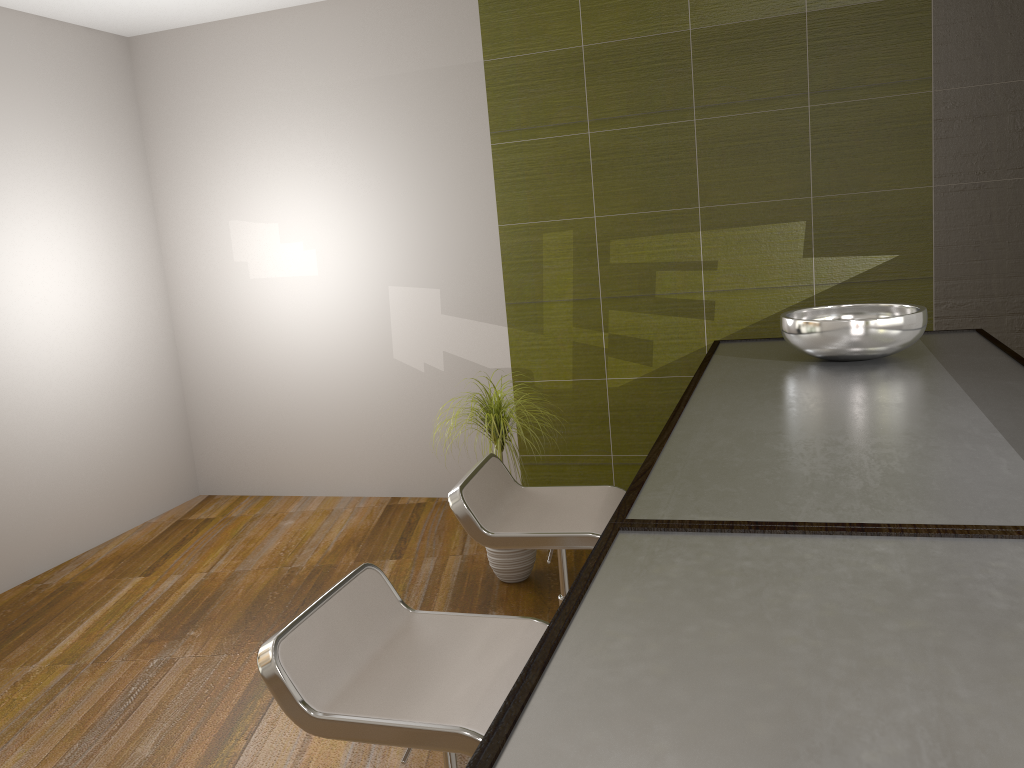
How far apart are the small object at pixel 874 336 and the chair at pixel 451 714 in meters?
0.8

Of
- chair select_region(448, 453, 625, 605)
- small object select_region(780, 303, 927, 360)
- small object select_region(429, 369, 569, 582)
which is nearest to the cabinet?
small object select_region(780, 303, 927, 360)

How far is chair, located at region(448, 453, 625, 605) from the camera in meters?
2.2

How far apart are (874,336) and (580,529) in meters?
0.8

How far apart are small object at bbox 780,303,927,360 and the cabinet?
0.0 meters

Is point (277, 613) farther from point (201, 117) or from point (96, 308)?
point (201, 117)

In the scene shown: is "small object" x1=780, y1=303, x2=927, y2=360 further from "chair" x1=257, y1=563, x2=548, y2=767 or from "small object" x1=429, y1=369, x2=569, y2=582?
"small object" x1=429, y1=369, x2=569, y2=582

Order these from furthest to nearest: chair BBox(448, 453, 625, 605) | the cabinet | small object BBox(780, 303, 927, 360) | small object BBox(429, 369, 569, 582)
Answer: small object BBox(429, 369, 569, 582) → chair BBox(448, 453, 625, 605) → small object BBox(780, 303, 927, 360) → the cabinet

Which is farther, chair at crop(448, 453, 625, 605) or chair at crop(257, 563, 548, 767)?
chair at crop(448, 453, 625, 605)

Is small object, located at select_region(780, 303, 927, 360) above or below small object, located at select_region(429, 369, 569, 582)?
above
